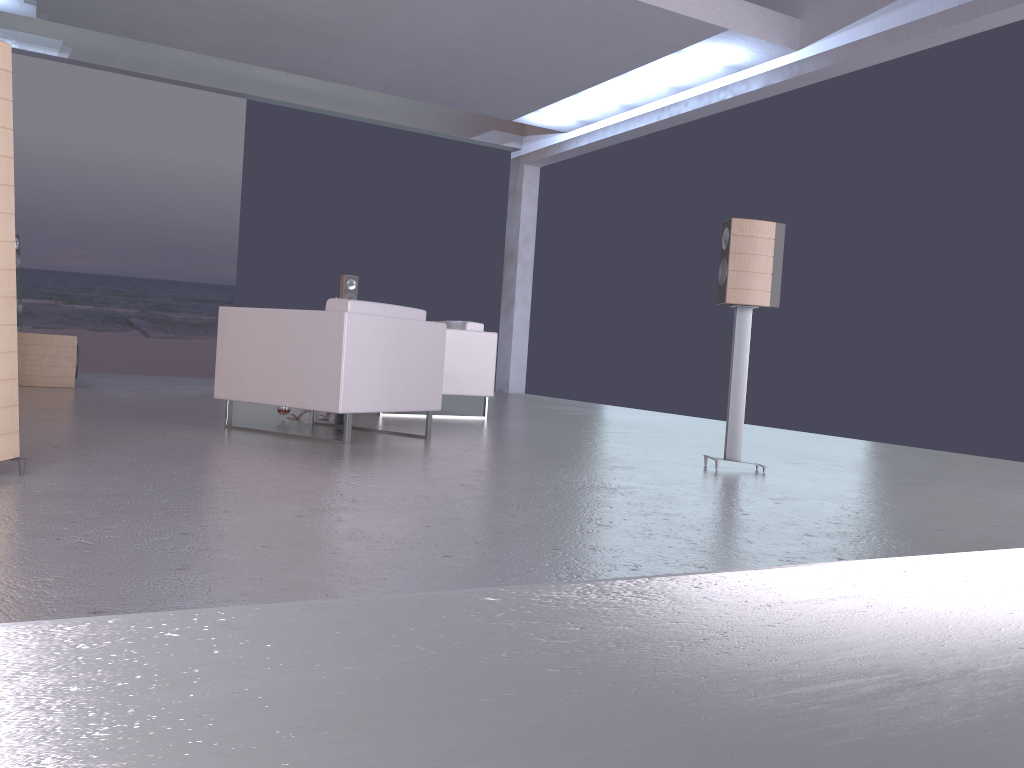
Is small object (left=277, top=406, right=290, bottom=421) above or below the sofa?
below

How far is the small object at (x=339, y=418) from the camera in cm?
611

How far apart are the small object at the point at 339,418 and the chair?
0.9 meters

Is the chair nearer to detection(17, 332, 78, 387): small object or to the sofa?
the sofa

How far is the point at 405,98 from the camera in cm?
1245

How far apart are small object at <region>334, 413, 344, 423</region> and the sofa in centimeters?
134cm

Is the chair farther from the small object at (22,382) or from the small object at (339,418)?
the small object at (22,382)

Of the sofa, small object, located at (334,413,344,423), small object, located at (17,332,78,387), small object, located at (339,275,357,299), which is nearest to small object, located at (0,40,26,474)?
small object, located at (334,413,344,423)

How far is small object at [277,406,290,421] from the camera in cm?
596

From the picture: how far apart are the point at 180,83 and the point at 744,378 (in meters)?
9.10
